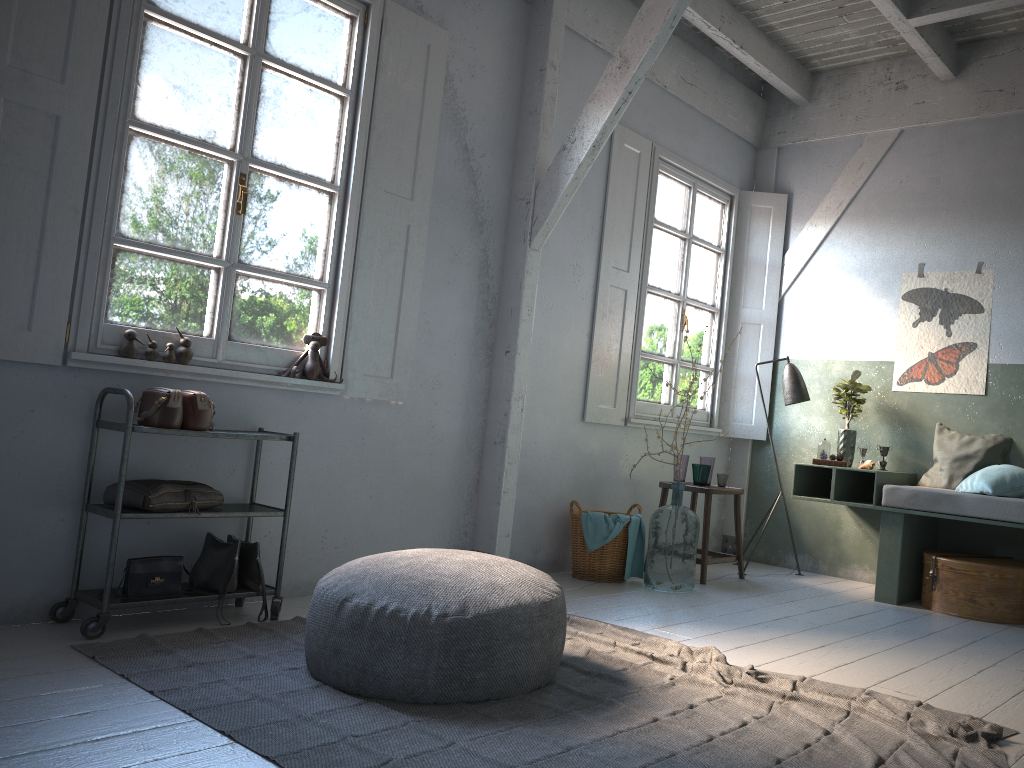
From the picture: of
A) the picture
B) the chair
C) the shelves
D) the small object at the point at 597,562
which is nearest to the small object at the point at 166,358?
the shelves

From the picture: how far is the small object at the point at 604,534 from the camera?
5.8 meters

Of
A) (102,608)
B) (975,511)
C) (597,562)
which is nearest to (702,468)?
(597,562)

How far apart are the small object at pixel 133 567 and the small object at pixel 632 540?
3.0m

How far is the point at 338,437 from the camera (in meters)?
5.01

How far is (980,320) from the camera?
6.4m

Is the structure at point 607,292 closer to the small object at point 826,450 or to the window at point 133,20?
the small object at point 826,450

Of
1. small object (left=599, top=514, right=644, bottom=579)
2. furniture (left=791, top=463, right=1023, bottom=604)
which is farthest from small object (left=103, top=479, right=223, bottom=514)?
furniture (left=791, top=463, right=1023, bottom=604)

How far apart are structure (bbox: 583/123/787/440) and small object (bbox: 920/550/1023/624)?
1.9 meters

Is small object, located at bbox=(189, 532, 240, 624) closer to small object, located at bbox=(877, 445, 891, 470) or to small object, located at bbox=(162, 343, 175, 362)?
small object, located at bbox=(162, 343, 175, 362)
